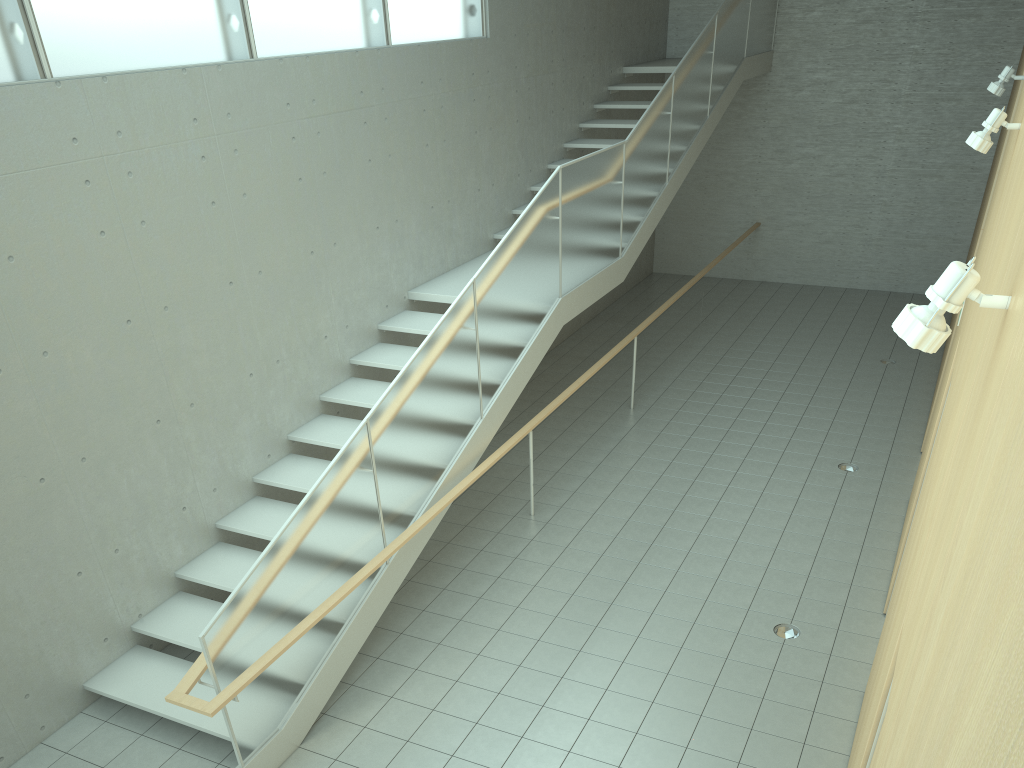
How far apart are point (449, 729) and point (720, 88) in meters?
9.2

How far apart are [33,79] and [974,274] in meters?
5.1

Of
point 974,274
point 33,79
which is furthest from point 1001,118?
point 33,79

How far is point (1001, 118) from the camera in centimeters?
441cm

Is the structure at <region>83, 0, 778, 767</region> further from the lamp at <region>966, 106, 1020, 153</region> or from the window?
the lamp at <region>966, 106, 1020, 153</region>

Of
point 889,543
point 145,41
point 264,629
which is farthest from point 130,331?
point 889,543

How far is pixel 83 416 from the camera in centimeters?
532cm

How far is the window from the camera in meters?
4.9

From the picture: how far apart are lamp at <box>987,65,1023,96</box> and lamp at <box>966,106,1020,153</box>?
2.9m

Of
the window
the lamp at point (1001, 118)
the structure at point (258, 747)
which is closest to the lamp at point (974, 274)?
the lamp at point (1001, 118)
